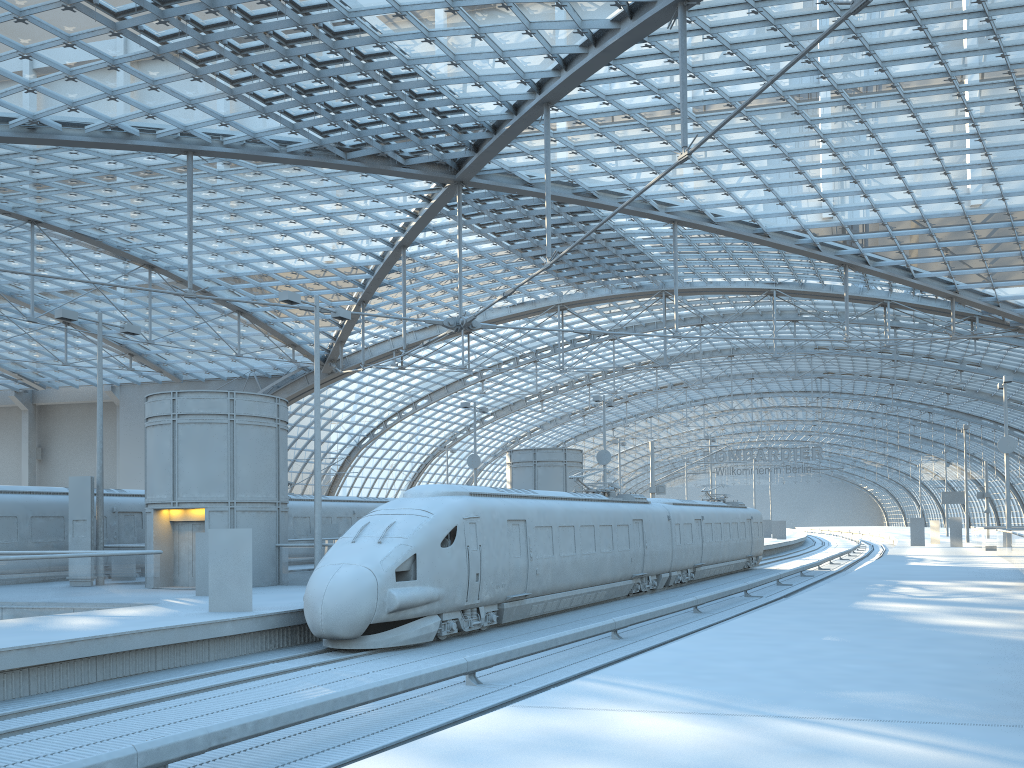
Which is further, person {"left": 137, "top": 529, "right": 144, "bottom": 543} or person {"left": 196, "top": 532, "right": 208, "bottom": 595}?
person {"left": 137, "top": 529, "right": 144, "bottom": 543}

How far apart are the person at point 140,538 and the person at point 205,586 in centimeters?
938cm

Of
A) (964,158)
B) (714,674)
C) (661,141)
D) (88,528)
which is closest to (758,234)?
(964,158)

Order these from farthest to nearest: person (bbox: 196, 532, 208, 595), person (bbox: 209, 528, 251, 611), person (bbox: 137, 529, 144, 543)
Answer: person (bbox: 137, 529, 144, 543) → person (bbox: 196, 532, 208, 595) → person (bbox: 209, 528, 251, 611)

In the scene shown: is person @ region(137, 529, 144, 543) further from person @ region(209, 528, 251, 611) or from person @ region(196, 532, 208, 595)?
person @ region(209, 528, 251, 611)

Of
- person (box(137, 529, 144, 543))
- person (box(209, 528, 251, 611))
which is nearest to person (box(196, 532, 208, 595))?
person (box(209, 528, 251, 611))

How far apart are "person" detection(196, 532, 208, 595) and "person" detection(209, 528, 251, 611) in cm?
442

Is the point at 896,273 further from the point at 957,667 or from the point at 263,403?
the point at 957,667

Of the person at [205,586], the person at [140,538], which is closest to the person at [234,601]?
the person at [205,586]

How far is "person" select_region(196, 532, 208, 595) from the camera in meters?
21.3
